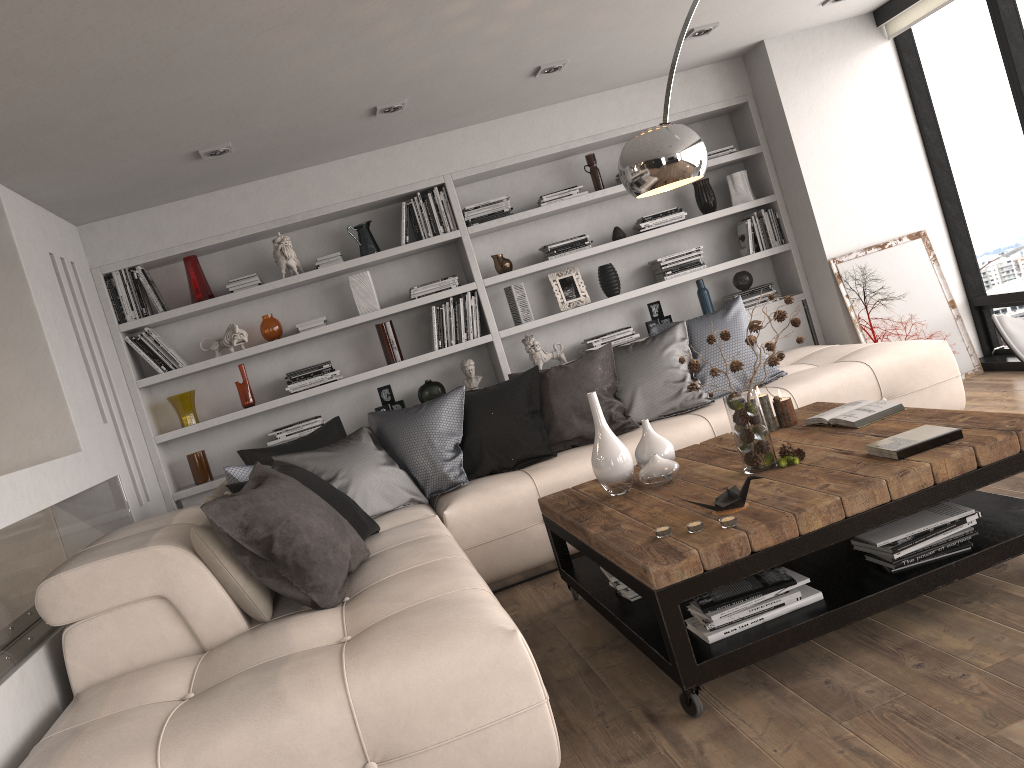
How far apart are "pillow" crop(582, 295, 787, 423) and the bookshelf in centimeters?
77cm

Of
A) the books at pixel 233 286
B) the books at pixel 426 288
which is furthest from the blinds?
the books at pixel 233 286

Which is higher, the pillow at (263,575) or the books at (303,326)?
the books at (303,326)

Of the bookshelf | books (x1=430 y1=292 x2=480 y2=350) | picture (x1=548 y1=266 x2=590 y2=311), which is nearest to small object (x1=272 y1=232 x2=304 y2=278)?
the bookshelf

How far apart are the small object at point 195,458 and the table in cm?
253

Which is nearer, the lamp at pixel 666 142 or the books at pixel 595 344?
the lamp at pixel 666 142

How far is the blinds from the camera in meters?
5.3

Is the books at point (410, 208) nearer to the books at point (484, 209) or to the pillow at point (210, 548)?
the books at point (484, 209)

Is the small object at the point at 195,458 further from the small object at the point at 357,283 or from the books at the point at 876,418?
the books at the point at 876,418

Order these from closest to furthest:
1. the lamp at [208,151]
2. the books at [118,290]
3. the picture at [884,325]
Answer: the lamp at [208,151], the books at [118,290], the picture at [884,325]
